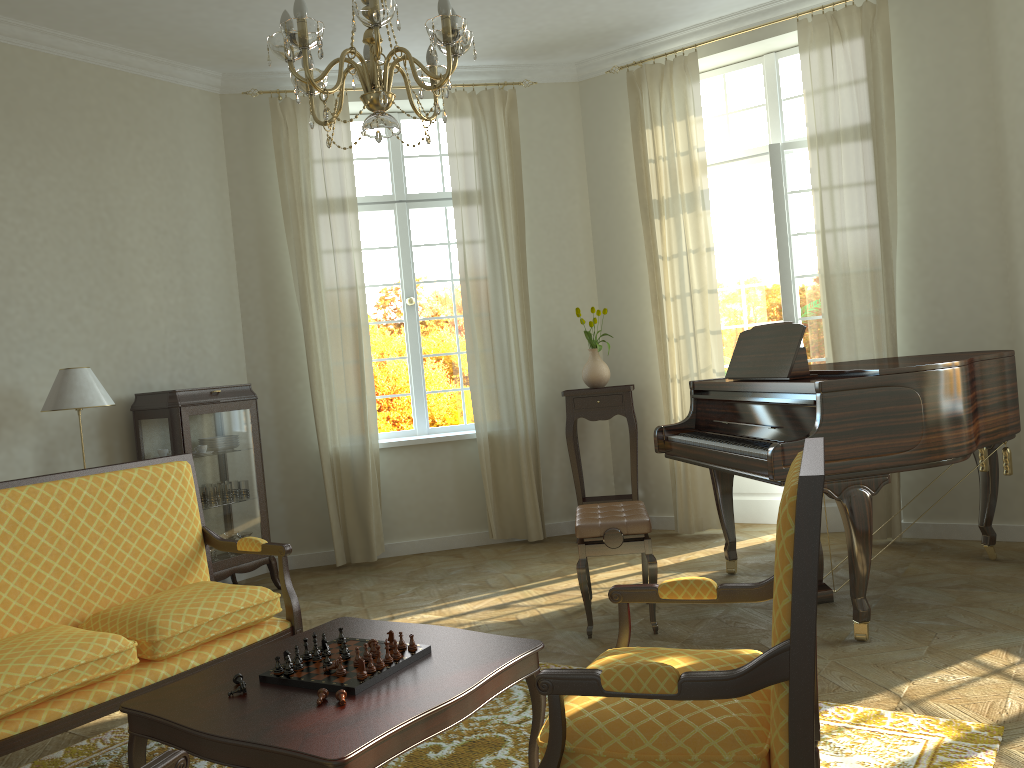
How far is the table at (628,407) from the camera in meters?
6.4

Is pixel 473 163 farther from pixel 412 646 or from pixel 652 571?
pixel 412 646

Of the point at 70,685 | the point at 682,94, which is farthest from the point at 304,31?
the point at 682,94

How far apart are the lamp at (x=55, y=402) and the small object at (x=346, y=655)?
2.9m

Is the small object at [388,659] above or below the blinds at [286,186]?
below

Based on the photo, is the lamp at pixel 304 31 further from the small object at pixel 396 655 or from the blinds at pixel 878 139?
the blinds at pixel 878 139

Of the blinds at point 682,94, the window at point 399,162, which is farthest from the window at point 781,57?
the window at point 399,162

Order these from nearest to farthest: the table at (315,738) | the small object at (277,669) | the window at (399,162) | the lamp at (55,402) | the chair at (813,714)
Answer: the chair at (813,714) → the table at (315,738) → the small object at (277,669) → the lamp at (55,402) → the window at (399,162)

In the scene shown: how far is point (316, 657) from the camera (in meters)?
2.67

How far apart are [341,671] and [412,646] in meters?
0.3 m
